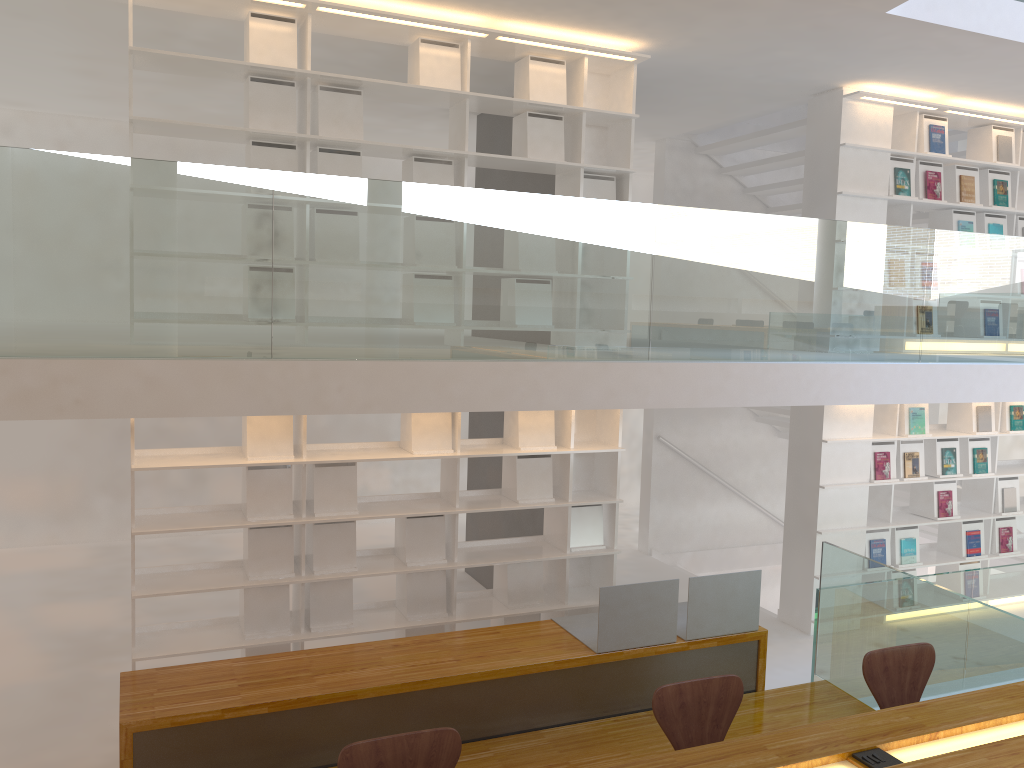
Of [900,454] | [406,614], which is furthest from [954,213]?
[406,614]

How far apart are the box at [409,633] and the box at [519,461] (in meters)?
0.89

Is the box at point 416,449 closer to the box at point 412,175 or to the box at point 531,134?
the box at point 412,175

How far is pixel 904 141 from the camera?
6.52m

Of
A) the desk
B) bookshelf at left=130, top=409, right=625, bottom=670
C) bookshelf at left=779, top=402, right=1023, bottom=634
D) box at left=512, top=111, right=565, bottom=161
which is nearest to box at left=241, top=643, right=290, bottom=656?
bookshelf at left=130, top=409, right=625, bottom=670

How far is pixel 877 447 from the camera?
6.5 meters

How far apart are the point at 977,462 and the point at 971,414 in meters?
0.4 m

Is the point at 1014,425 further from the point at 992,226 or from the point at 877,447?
the point at 992,226

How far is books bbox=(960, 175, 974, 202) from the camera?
6.6m

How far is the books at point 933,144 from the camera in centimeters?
644cm
